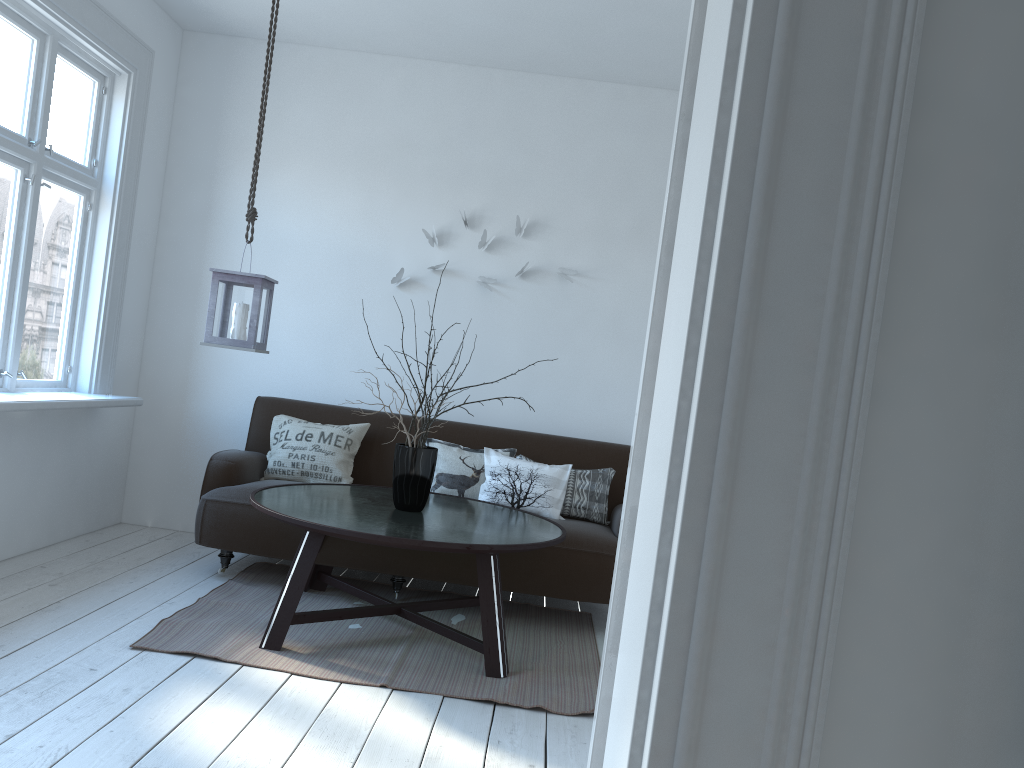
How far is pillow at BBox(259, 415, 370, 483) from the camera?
4.49m

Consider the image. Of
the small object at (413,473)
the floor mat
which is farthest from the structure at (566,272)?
the floor mat

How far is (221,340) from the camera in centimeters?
364cm

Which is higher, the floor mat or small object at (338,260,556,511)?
small object at (338,260,556,511)

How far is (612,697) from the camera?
1.17m

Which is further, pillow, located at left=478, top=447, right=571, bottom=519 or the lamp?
pillow, located at left=478, top=447, right=571, bottom=519

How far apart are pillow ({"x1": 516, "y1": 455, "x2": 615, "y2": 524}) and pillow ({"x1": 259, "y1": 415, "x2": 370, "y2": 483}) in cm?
110

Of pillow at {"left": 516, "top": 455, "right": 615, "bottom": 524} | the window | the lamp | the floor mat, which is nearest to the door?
the floor mat

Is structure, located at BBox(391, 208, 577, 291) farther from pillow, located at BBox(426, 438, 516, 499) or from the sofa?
A: pillow, located at BBox(426, 438, 516, 499)

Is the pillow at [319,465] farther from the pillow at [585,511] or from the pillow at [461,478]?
the pillow at [585,511]
